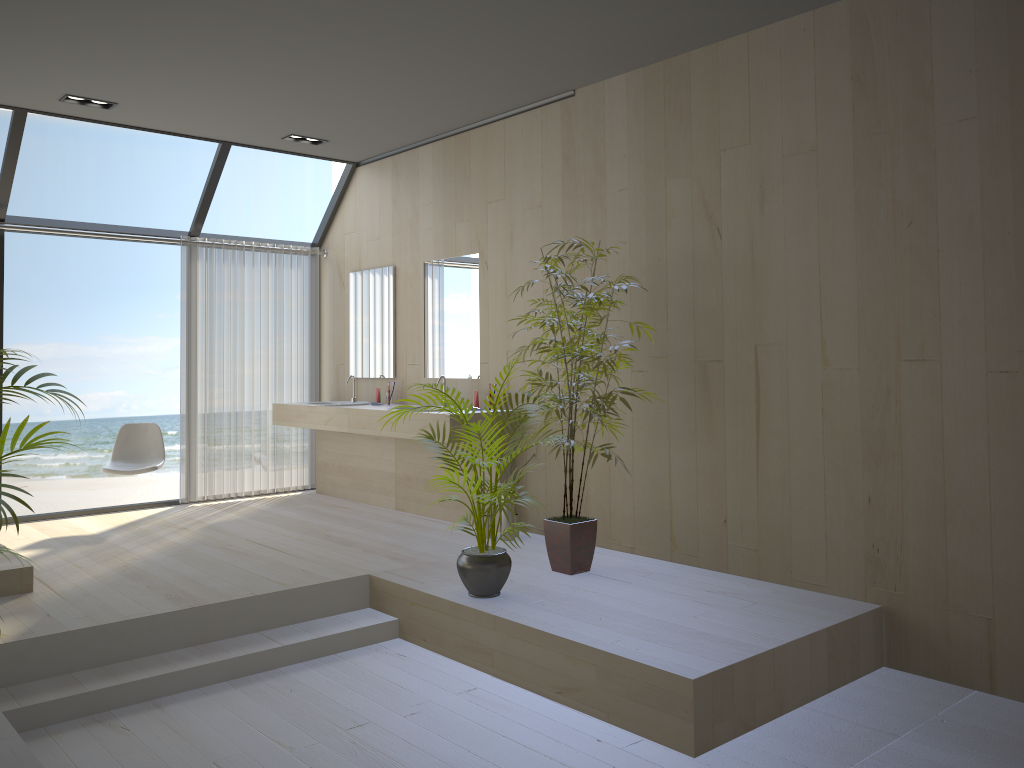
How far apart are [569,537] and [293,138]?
3.7 meters

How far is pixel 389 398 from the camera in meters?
6.7 m

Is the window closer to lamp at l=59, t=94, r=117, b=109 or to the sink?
lamp at l=59, t=94, r=117, b=109

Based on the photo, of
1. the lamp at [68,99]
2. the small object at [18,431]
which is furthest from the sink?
the small object at [18,431]

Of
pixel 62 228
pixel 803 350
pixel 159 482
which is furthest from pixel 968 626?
pixel 159 482

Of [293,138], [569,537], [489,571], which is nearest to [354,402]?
[293,138]

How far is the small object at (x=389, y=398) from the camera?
6.7 meters

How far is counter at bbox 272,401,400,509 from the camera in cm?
669

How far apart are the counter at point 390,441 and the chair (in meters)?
0.99

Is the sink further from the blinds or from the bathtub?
the bathtub
